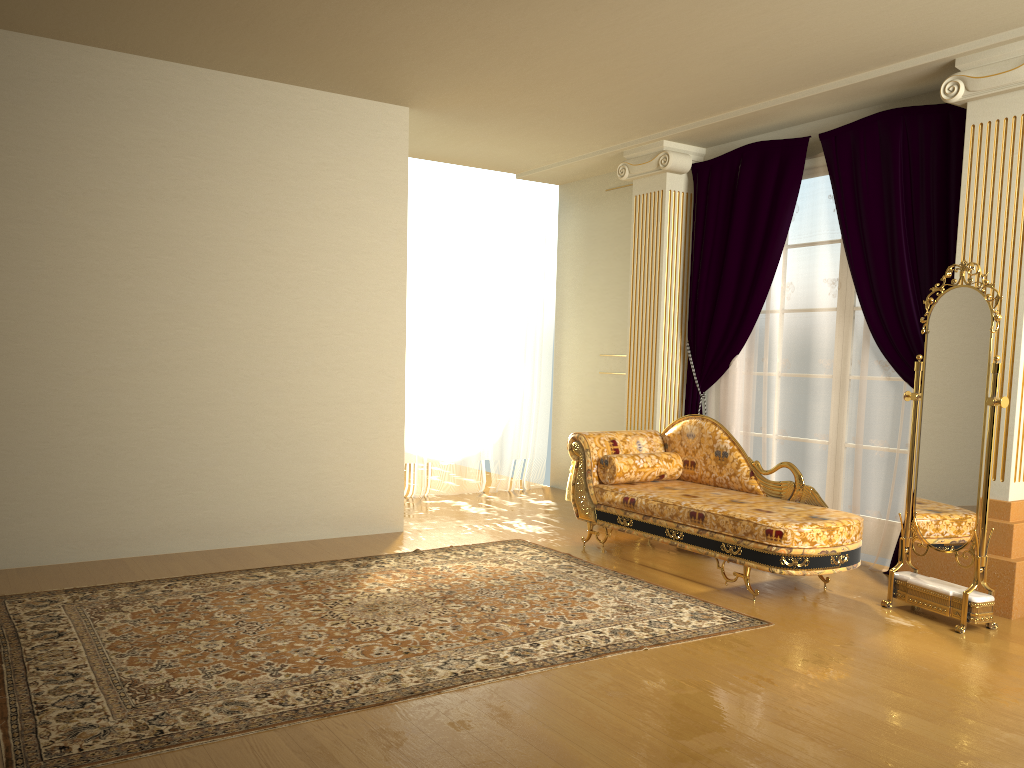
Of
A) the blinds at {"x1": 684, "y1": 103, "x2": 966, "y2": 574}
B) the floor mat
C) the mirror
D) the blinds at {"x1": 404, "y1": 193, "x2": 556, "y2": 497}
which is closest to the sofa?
the mirror

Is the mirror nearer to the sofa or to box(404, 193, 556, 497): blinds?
the sofa

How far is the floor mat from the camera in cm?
282

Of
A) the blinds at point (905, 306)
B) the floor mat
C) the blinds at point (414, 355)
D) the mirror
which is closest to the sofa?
the mirror

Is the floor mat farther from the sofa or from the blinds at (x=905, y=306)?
the blinds at (x=905, y=306)

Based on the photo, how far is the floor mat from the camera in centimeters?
282cm

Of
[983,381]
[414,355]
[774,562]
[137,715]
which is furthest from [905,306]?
[137,715]

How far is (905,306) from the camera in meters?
5.0

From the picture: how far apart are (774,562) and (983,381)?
1.3m

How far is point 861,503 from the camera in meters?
5.3 m
